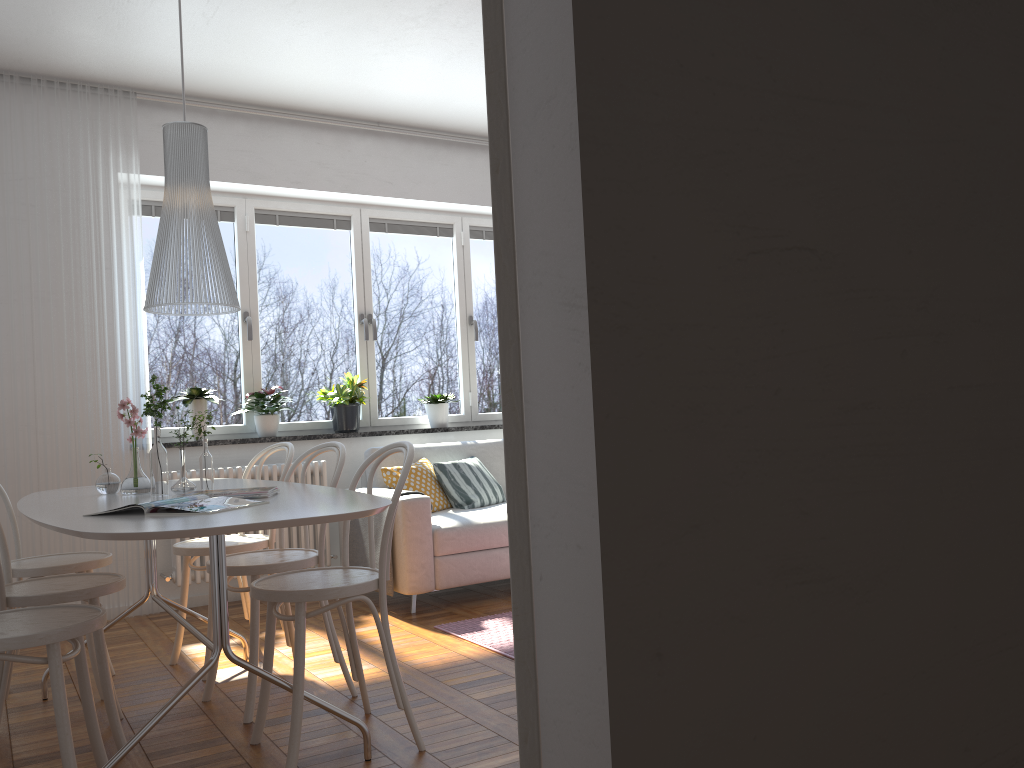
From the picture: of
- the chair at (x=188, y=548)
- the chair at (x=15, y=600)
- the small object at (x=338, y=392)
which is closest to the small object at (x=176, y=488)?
the chair at (x=15, y=600)

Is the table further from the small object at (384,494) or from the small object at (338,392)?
the small object at (338,392)

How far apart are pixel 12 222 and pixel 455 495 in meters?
2.7

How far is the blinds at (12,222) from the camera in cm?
457

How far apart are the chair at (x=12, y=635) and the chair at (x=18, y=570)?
0.9m

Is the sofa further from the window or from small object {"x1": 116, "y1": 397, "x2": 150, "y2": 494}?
small object {"x1": 116, "y1": 397, "x2": 150, "y2": 494}

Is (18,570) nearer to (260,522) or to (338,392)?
(260,522)

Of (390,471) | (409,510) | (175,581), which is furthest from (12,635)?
(390,471)

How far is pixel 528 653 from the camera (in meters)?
0.77

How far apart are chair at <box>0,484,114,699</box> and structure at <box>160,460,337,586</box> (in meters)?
1.21
